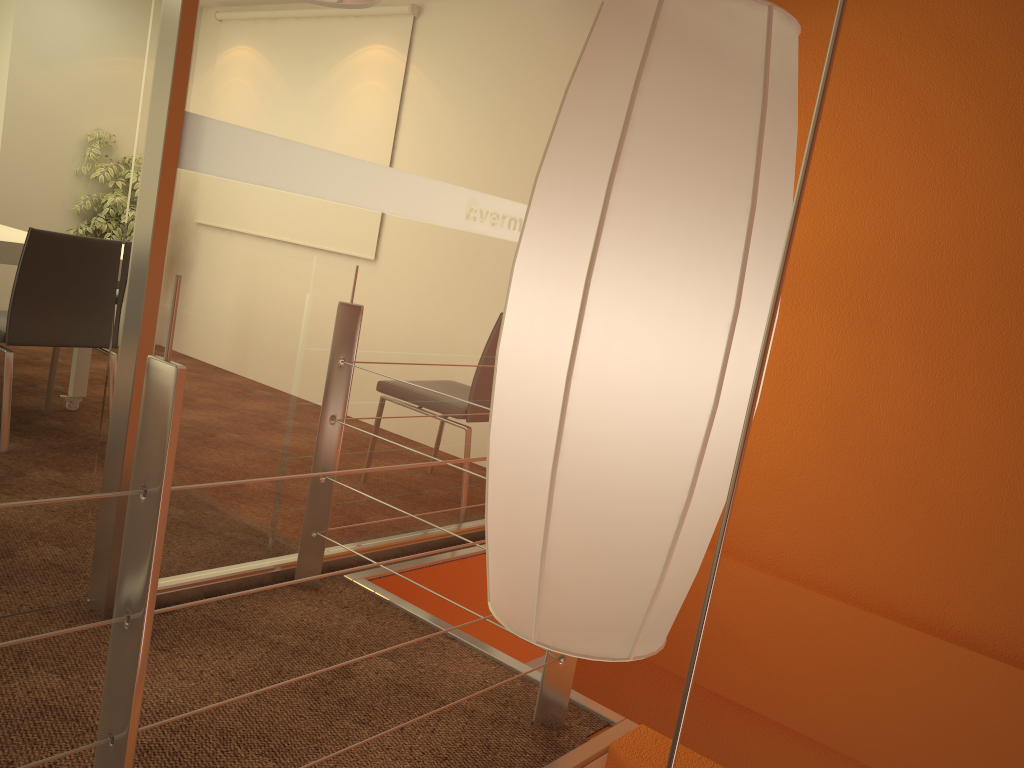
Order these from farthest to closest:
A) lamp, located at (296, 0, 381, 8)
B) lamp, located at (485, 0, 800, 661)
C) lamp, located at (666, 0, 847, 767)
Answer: lamp, located at (296, 0, 381, 8), lamp, located at (485, 0, 800, 661), lamp, located at (666, 0, 847, 767)

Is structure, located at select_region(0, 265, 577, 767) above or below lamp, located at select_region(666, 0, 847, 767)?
below

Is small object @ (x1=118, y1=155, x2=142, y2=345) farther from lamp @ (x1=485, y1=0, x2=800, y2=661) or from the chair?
lamp @ (x1=485, y1=0, x2=800, y2=661)

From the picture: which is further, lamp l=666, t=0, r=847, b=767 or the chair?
the chair

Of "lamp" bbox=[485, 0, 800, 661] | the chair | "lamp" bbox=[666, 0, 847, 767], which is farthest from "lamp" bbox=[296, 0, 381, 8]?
the chair

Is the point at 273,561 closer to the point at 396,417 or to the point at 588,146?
the point at 396,417

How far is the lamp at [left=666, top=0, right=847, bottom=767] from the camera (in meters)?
0.31

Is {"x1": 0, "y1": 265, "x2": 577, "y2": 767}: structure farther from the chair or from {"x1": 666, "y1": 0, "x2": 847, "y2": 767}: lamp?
the chair

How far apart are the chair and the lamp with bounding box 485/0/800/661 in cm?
305

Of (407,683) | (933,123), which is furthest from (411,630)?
(933,123)
